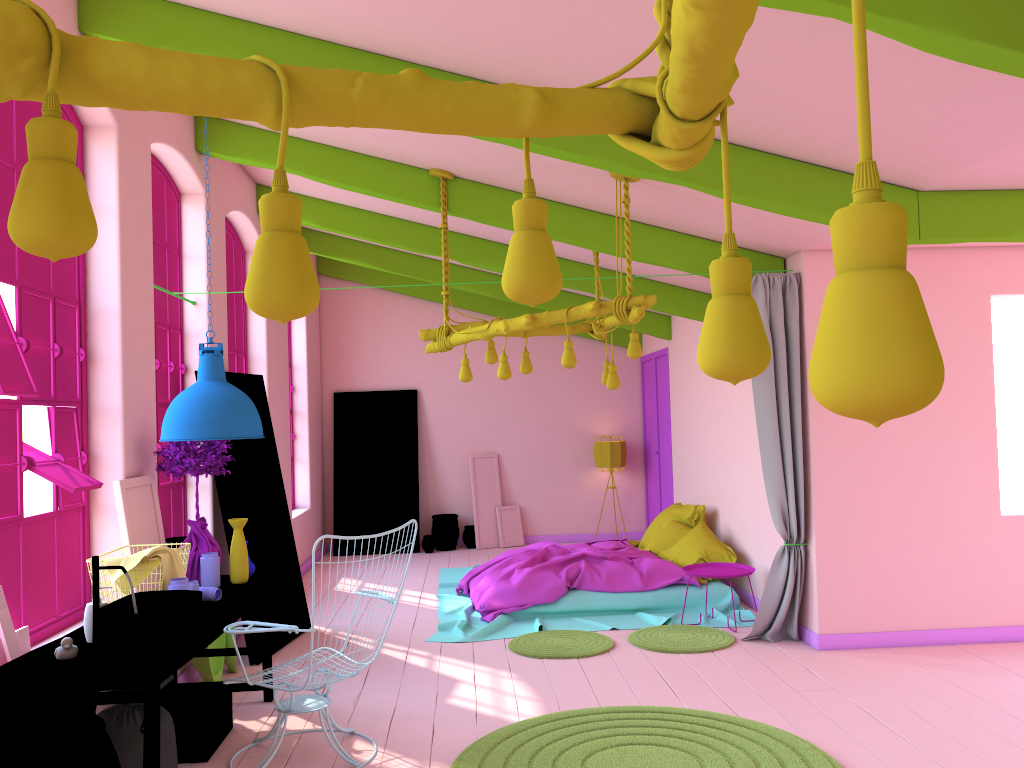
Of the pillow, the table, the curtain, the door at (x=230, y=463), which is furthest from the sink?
the pillow

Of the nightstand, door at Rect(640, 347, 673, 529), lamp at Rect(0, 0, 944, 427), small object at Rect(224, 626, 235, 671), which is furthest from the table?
door at Rect(640, 347, 673, 529)

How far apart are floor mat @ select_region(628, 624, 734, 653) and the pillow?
0.88m

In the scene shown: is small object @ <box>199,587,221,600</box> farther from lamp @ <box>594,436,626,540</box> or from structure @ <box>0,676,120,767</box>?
lamp @ <box>594,436,626,540</box>

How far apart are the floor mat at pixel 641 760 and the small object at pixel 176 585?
1.6 meters

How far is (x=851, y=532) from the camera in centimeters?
650cm

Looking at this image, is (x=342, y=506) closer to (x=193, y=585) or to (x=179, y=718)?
(x=193, y=585)

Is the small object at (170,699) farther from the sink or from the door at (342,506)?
the door at (342,506)

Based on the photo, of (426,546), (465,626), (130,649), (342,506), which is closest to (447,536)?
(426,546)

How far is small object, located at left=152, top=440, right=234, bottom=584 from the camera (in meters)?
5.22
